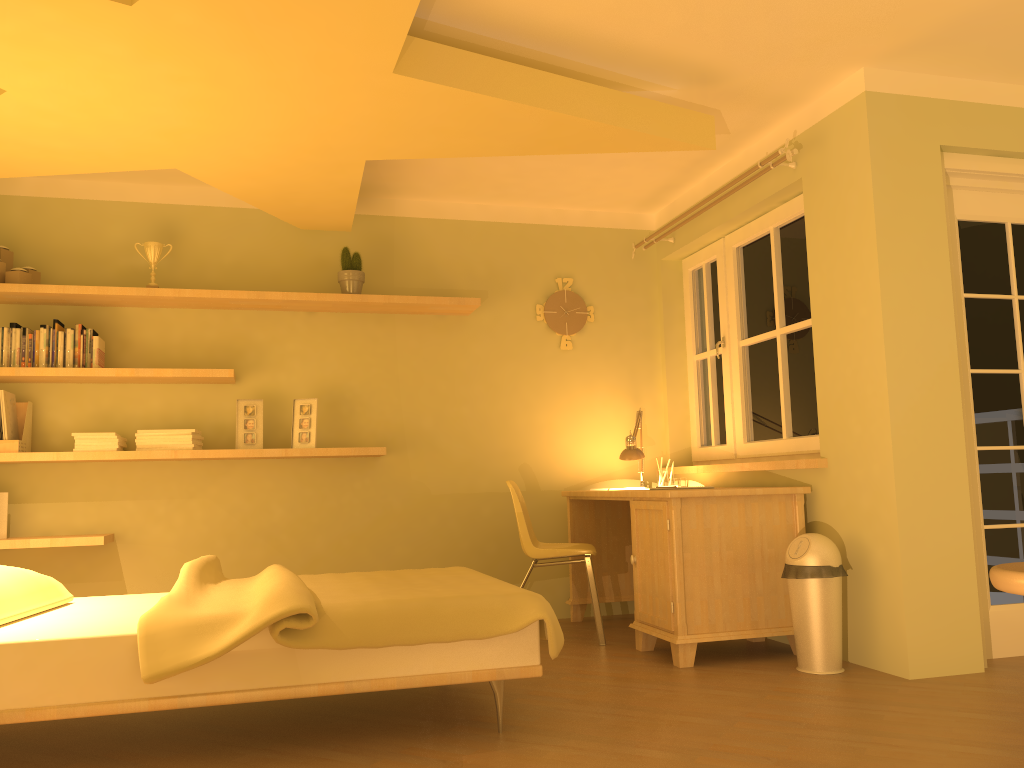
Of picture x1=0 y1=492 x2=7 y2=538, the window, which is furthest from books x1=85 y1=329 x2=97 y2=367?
the window

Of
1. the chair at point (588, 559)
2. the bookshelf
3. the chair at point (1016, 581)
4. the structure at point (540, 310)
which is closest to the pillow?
the bookshelf

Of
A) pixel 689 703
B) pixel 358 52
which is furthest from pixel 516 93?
pixel 689 703

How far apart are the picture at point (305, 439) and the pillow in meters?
1.6 m

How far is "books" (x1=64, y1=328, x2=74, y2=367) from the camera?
4.29m

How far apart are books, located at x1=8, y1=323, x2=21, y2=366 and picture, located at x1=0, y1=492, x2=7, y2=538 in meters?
0.6

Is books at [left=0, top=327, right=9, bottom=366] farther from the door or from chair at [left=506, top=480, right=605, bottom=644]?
the door

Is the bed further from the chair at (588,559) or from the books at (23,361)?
the books at (23,361)

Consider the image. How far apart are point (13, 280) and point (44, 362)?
0.4 meters

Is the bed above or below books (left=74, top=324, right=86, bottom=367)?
below
